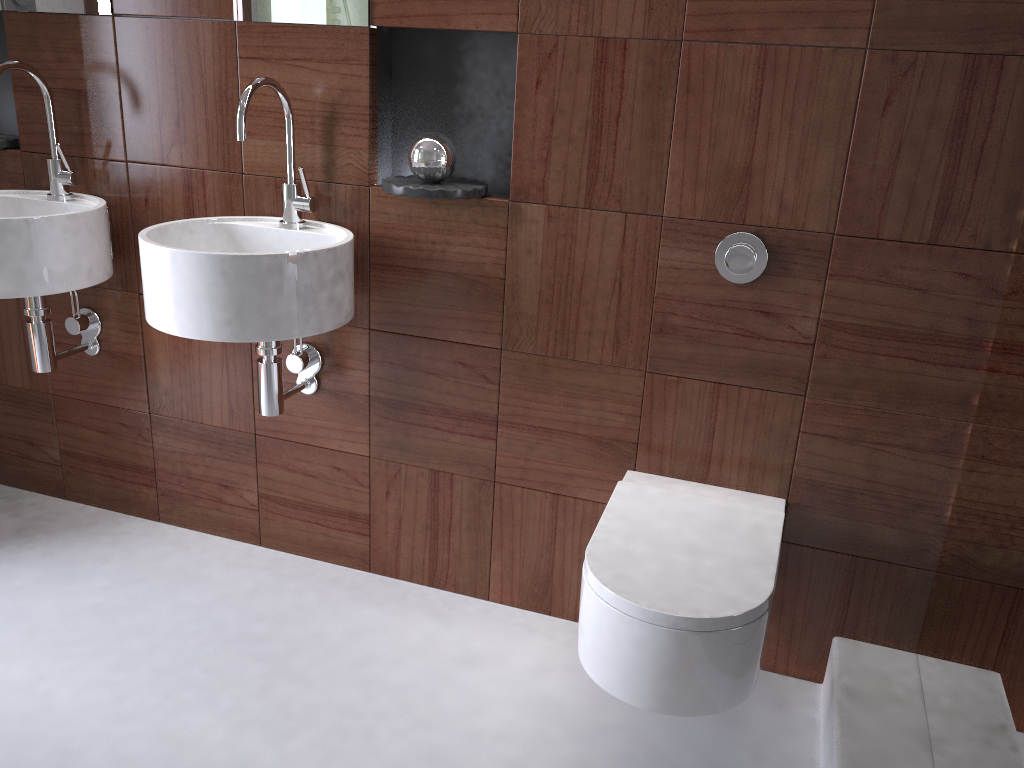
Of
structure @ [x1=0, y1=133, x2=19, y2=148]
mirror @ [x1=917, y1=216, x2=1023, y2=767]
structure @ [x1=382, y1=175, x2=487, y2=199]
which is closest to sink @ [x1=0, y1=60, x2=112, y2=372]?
structure @ [x1=0, y1=133, x2=19, y2=148]

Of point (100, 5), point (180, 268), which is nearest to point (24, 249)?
point (180, 268)

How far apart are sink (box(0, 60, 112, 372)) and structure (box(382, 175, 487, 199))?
0.7m

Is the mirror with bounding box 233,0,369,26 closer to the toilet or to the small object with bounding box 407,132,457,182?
the small object with bounding box 407,132,457,182

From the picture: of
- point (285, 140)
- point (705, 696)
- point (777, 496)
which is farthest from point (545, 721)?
point (285, 140)

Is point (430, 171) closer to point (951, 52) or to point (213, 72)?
point (213, 72)

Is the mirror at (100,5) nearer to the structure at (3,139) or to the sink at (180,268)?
the structure at (3,139)

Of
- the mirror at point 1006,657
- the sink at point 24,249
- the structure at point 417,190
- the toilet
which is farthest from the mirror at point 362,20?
the mirror at point 1006,657

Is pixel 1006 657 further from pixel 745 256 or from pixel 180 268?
pixel 180 268

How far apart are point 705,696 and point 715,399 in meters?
0.6 m
